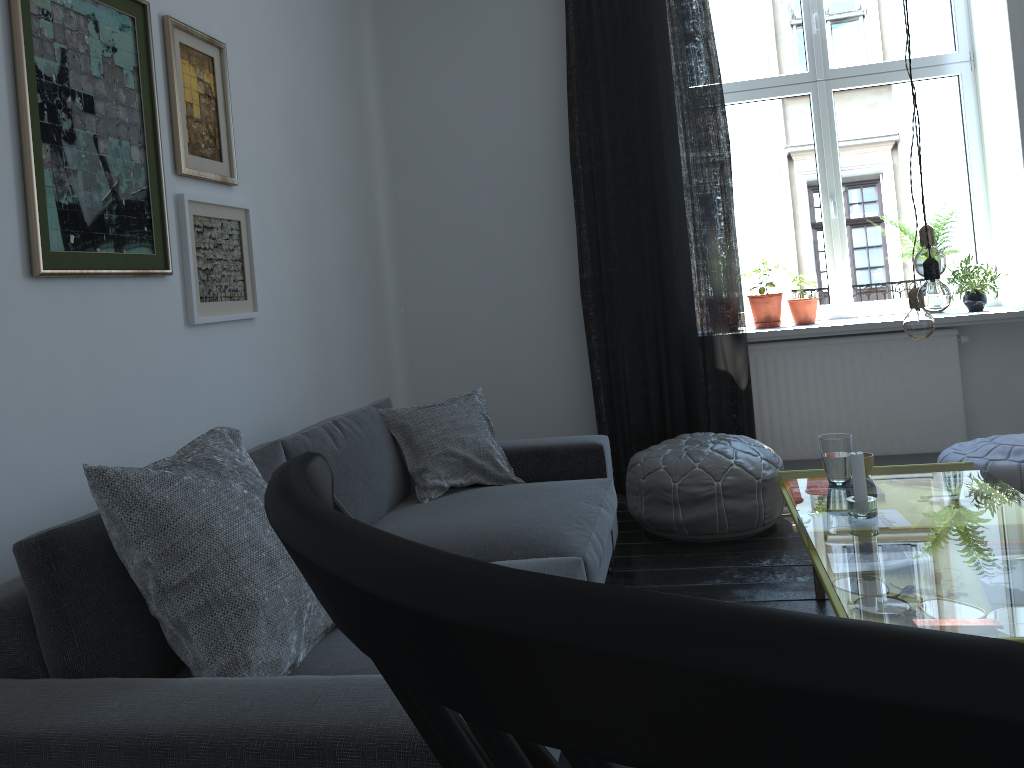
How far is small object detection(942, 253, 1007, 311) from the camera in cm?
427

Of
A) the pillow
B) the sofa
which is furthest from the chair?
the pillow

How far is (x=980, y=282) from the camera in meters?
4.3 m

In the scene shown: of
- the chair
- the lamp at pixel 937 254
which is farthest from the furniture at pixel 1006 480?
the chair

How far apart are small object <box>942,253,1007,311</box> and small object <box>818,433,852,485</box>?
2.0 meters

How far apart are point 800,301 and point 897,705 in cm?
459

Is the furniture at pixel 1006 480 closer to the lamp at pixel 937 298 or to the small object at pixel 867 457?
the small object at pixel 867 457

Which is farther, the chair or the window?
the window

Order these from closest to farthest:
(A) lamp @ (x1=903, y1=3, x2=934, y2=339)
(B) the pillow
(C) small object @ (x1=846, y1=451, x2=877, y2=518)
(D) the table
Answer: (B) the pillow < (A) lamp @ (x1=903, y1=3, x2=934, y2=339) < (C) small object @ (x1=846, y1=451, x2=877, y2=518) < (D) the table

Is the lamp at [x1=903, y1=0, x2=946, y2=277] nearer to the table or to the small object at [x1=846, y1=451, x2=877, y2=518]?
the small object at [x1=846, y1=451, x2=877, y2=518]
